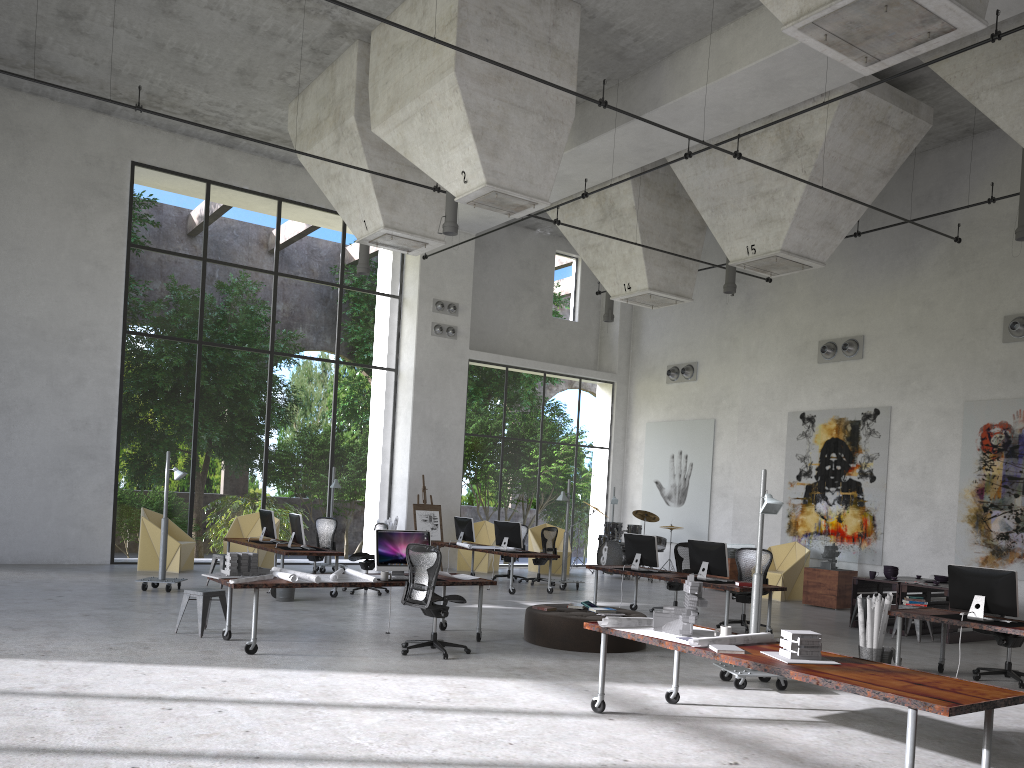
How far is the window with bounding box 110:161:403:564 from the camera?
25.88m

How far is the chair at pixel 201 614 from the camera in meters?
9.4 m

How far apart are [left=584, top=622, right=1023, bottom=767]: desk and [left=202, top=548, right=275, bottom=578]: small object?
4.0m

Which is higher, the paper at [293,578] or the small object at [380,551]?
the small object at [380,551]

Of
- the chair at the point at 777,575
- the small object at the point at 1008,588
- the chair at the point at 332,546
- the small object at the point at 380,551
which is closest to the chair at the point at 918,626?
the small object at the point at 1008,588

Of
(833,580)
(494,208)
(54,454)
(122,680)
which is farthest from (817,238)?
(54,454)

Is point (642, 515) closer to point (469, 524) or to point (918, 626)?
point (469, 524)

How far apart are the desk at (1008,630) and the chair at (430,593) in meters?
4.6 m

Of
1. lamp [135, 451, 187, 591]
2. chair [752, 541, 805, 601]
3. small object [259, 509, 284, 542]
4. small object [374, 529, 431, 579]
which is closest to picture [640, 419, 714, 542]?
chair [752, 541, 805, 601]

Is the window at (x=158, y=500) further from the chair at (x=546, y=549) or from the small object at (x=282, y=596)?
the small object at (x=282, y=596)
